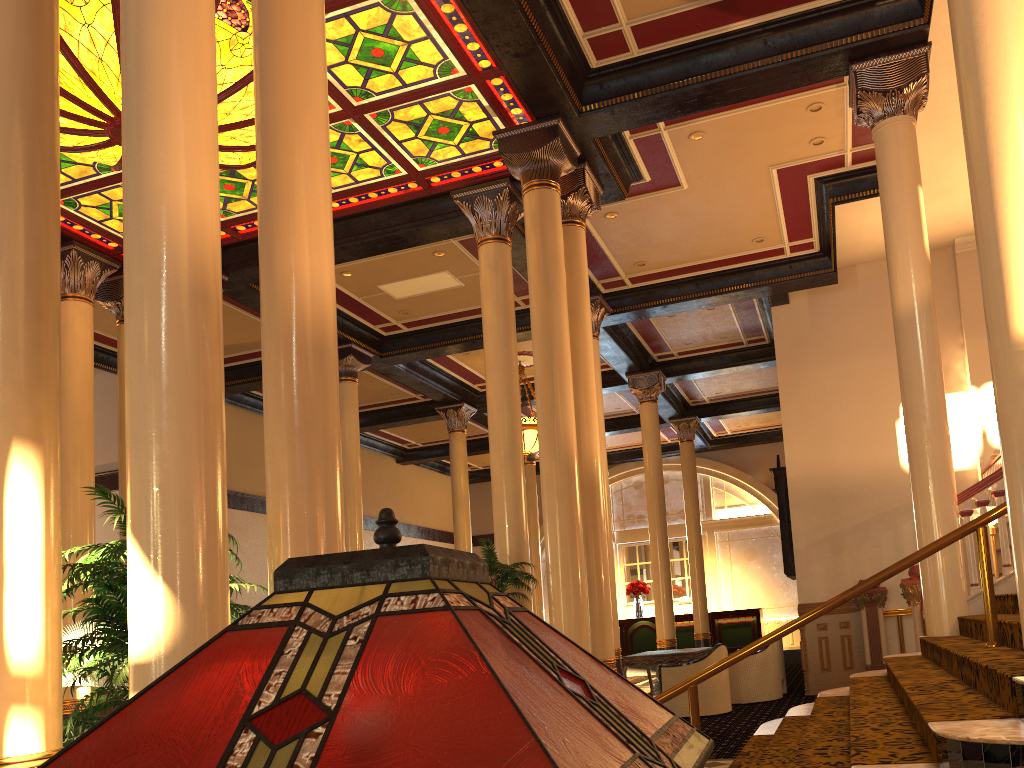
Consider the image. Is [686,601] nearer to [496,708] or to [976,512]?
[976,512]

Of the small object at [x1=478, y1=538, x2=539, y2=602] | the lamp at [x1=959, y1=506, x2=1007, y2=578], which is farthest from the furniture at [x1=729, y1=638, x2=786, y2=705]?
the lamp at [x1=959, y1=506, x2=1007, y2=578]

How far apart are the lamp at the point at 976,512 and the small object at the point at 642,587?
14.41m

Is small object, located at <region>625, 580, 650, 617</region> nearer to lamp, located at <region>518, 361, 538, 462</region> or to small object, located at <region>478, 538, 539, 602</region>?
lamp, located at <region>518, 361, 538, 462</region>

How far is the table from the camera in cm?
1154

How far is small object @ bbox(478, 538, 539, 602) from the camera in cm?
781

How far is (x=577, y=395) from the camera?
8.8 meters

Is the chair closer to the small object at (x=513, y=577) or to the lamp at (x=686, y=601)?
the small object at (x=513, y=577)

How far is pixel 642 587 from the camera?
21.4 meters

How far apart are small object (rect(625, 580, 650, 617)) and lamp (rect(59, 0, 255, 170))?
15.4m
